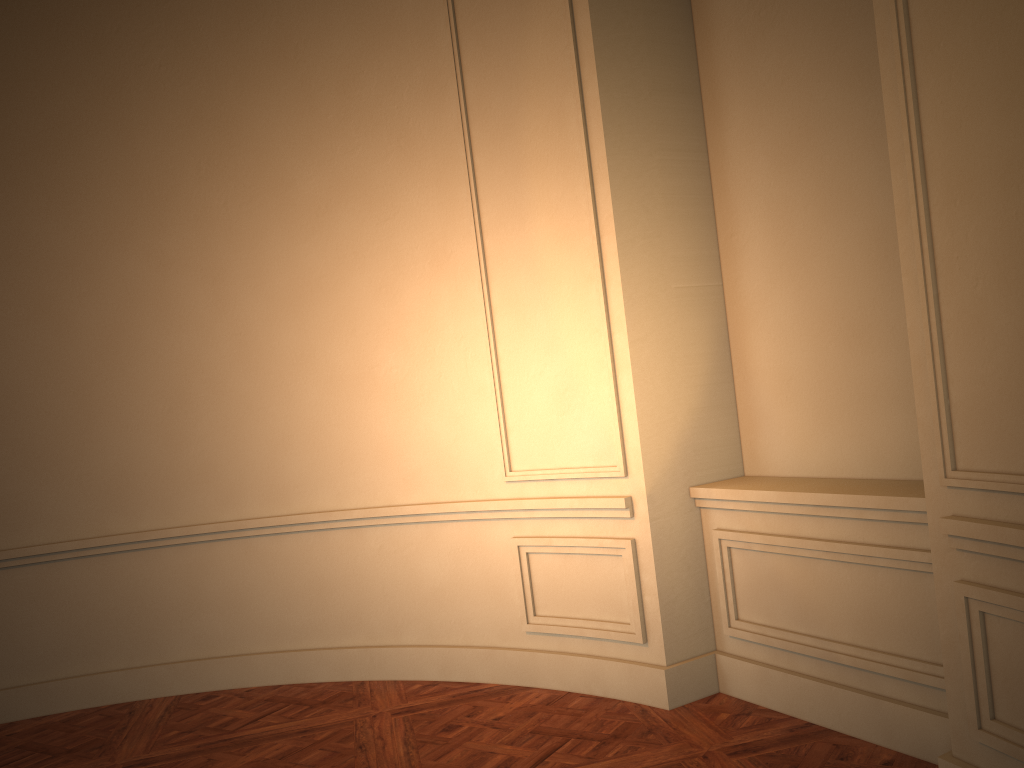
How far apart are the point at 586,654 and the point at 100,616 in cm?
265
